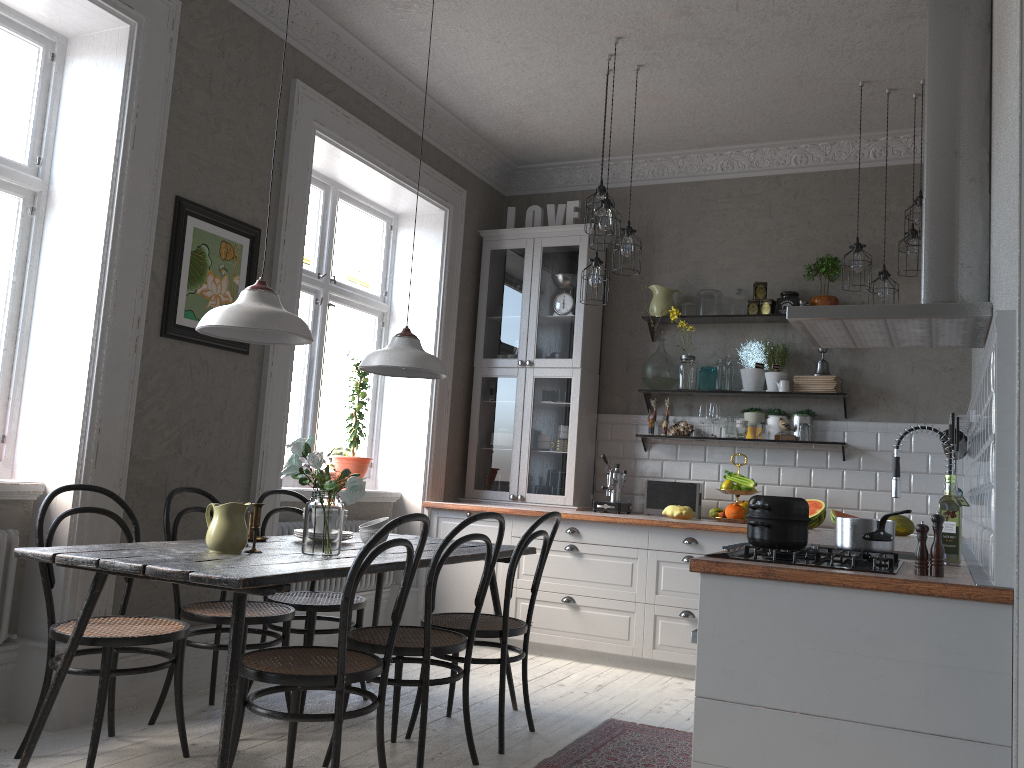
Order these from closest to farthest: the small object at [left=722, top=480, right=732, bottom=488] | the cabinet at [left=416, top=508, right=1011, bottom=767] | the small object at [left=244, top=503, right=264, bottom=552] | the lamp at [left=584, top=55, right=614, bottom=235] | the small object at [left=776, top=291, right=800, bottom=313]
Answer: the cabinet at [left=416, top=508, right=1011, bottom=767] → the small object at [left=244, top=503, right=264, bottom=552] → the lamp at [left=584, top=55, right=614, bottom=235] → the small object at [left=722, top=480, right=732, bottom=488] → the small object at [left=776, top=291, right=800, bottom=313]

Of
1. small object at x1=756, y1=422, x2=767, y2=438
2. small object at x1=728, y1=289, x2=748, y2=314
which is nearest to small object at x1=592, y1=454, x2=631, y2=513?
small object at x1=756, y1=422, x2=767, y2=438

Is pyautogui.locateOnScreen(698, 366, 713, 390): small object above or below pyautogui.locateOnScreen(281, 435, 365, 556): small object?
above

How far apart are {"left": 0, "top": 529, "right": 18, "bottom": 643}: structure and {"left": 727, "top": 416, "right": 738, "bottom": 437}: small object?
3.9m

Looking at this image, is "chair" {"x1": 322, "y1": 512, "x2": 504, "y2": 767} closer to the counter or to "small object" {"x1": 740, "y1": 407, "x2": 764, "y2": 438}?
the counter

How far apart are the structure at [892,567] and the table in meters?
1.1

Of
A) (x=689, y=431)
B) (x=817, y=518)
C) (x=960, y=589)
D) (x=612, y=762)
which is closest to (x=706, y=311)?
(x=689, y=431)

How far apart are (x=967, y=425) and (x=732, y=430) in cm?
161

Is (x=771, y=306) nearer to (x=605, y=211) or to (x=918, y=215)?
(x=918, y=215)

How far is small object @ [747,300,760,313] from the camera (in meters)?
5.59
